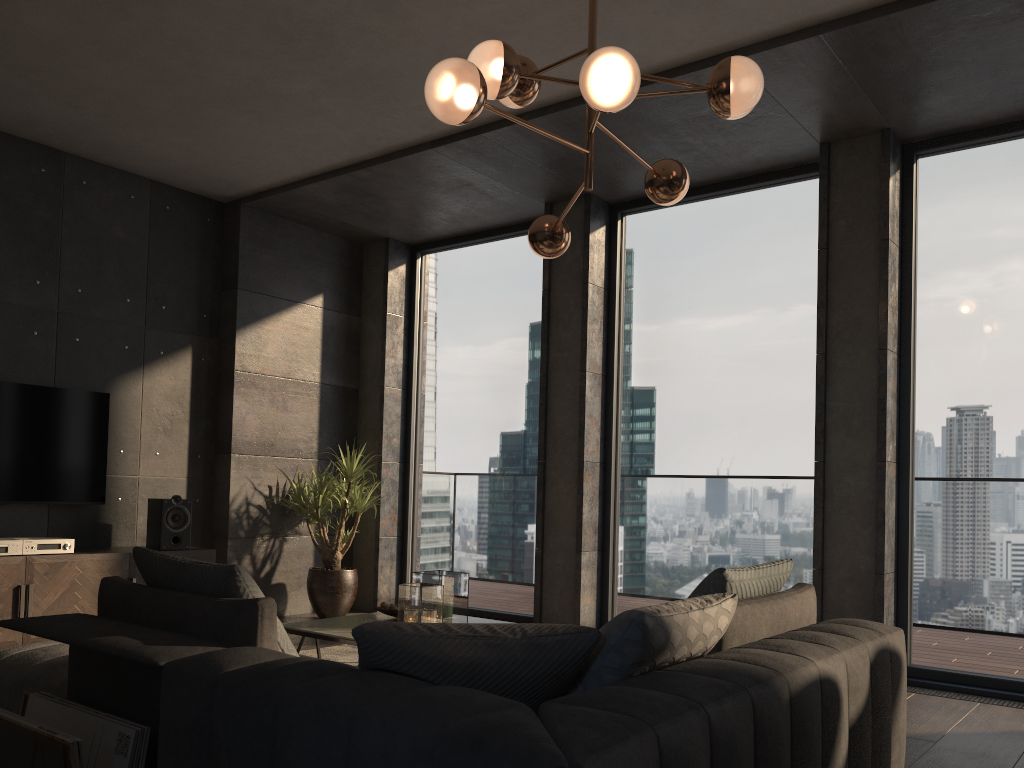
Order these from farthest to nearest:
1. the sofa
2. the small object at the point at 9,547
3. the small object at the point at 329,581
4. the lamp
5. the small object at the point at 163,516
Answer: the small object at the point at 329,581 → the small object at the point at 163,516 → the small object at the point at 9,547 → the lamp → the sofa

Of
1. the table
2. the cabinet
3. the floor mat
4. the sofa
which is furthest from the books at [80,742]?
the cabinet

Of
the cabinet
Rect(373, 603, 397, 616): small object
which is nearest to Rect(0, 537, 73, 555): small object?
the cabinet

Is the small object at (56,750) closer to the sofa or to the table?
the sofa

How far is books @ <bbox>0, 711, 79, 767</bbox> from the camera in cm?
202

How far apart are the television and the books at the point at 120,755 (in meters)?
A: 3.18

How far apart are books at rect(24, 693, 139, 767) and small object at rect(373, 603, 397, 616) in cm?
200

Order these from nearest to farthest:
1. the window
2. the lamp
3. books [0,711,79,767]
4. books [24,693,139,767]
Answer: books [0,711,79,767] < books [24,693,139,767] < the lamp < the window

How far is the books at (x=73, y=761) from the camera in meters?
2.0

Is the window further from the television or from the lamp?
the television
